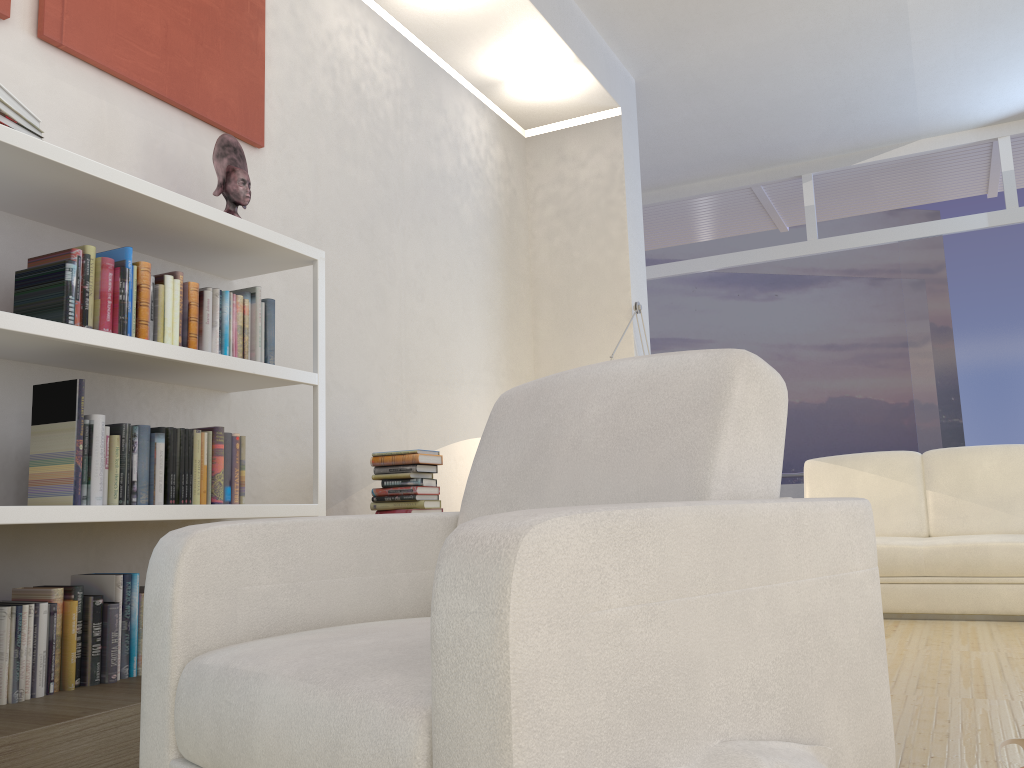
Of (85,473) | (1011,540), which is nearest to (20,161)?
(85,473)

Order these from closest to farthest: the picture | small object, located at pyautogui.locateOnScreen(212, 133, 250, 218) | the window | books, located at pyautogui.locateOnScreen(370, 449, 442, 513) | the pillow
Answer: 1. the pillow
2. the picture
3. small object, located at pyautogui.locateOnScreen(212, 133, 250, 218)
4. books, located at pyautogui.locateOnScreen(370, 449, 442, 513)
5. the window

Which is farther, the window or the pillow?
the window

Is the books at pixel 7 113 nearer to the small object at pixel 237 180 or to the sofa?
the small object at pixel 237 180

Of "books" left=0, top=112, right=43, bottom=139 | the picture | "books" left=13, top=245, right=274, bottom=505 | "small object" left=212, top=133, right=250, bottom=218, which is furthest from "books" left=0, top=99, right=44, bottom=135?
"small object" left=212, top=133, right=250, bottom=218

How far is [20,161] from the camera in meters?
2.3

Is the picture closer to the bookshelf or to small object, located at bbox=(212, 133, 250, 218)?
small object, located at bbox=(212, 133, 250, 218)

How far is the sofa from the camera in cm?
416

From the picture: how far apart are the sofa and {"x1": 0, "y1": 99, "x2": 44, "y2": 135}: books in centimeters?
398cm

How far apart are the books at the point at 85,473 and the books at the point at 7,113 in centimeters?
33cm
